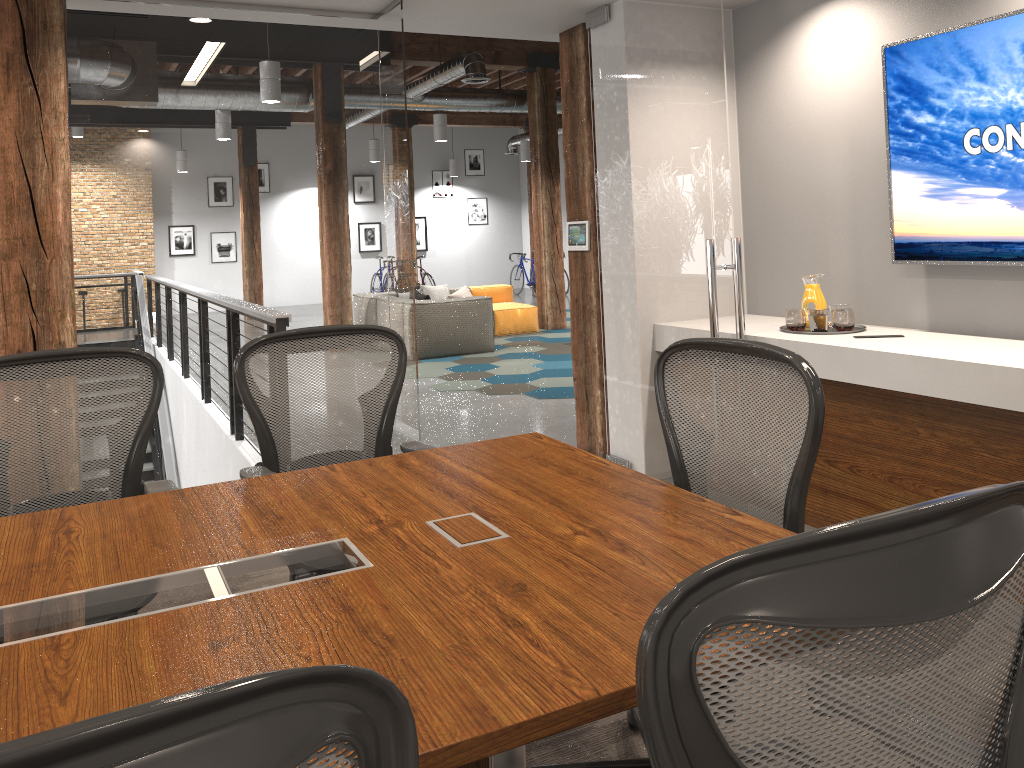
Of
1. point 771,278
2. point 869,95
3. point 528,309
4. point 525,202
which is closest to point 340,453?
point 771,278

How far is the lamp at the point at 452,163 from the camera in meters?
20.1

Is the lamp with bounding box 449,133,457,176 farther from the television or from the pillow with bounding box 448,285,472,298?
the television

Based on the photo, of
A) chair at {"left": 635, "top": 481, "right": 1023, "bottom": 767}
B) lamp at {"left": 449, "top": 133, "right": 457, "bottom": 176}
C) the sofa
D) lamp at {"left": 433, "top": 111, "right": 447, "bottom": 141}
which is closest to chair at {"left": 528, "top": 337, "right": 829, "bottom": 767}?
chair at {"left": 635, "top": 481, "right": 1023, "bottom": 767}

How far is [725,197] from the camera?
3.94m

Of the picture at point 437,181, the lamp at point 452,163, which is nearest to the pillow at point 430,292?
the lamp at point 452,163

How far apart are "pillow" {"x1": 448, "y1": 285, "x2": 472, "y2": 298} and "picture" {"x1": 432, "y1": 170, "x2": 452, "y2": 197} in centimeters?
910cm

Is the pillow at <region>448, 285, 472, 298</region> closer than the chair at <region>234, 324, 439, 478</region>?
No

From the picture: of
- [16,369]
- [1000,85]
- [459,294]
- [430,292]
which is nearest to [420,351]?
[430,292]

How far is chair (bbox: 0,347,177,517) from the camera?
2.62m
